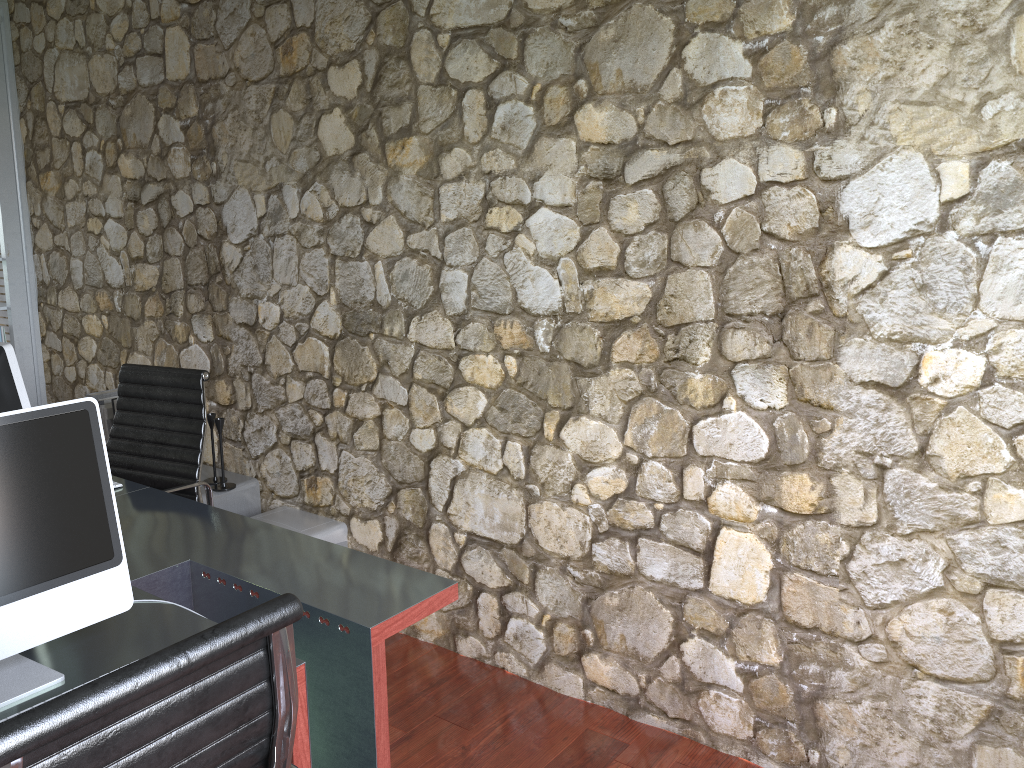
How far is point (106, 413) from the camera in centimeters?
375cm

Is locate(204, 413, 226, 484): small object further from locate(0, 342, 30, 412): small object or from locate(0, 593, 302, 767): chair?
locate(0, 593, 302, 767): chair

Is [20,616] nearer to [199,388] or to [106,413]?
[199,388]

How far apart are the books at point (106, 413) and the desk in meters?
1.1 m

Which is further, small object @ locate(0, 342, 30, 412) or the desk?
small object @ locate(0, 342, 30, 412)

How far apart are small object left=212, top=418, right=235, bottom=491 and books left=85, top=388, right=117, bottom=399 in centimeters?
64cm

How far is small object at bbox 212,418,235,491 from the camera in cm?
356

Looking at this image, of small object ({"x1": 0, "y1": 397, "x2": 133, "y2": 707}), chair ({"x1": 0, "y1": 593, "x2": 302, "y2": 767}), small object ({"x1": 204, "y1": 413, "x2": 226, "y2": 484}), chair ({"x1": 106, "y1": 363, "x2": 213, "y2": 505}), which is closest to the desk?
small object ({"x1": 0, "y1": 397, "x2": 133, "y2": 707})

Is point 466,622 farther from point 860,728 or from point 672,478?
point 860,728

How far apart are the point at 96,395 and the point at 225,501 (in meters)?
0.77
